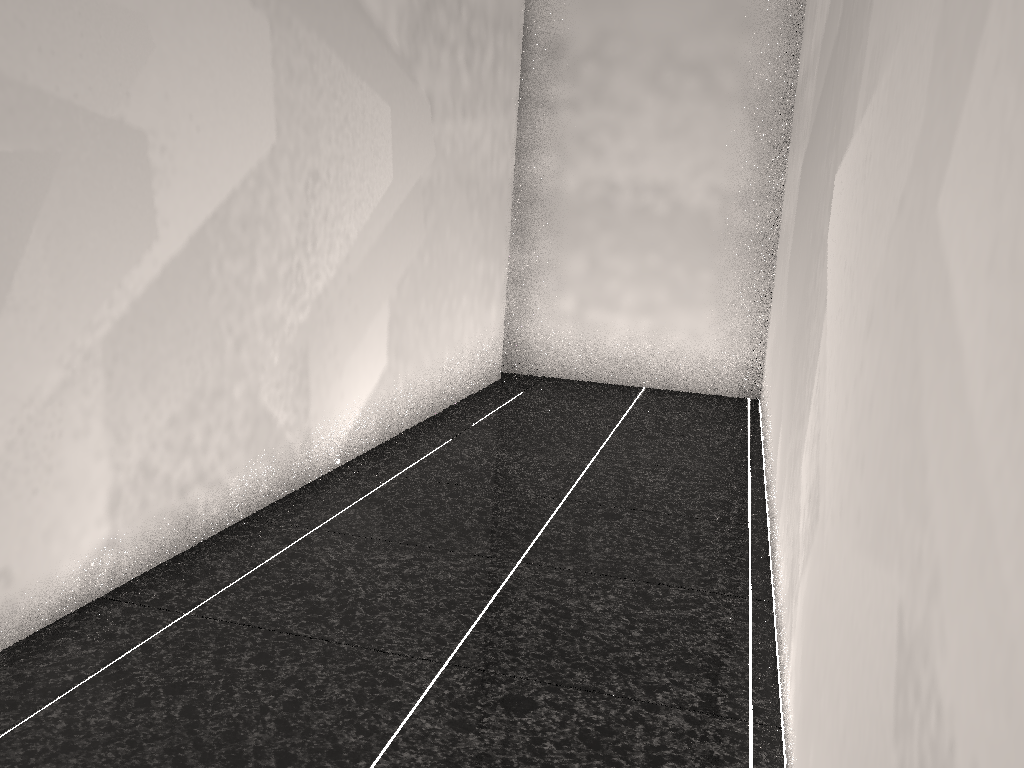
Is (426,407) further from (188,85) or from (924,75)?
(924,75)
